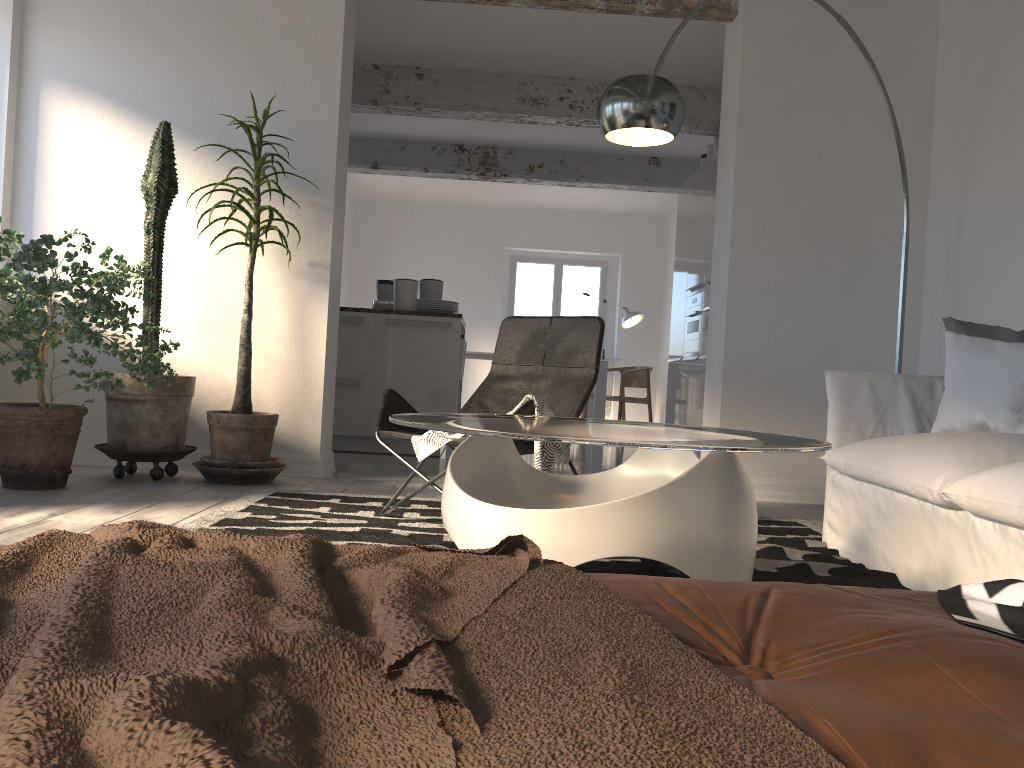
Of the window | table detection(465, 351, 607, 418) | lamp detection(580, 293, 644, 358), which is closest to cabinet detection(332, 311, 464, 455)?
table detection(465, 351, 607, 418)

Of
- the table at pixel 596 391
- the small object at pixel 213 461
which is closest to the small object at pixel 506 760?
the small object at pixel 213 461

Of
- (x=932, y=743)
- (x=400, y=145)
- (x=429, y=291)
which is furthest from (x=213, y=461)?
(x=400, y=145)

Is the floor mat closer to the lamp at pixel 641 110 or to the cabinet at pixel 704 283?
the lamp at pixel 641 110

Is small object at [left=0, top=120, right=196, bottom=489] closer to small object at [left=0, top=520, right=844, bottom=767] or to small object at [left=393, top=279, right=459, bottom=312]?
small object at [left=393, top=279, right=459, bottom=312]

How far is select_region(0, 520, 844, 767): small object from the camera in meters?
0.4 m

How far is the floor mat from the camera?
2.7m

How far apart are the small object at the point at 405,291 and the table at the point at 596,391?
3.3m

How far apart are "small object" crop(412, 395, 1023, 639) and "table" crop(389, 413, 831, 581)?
0.3m

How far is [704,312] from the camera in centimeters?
682cm
